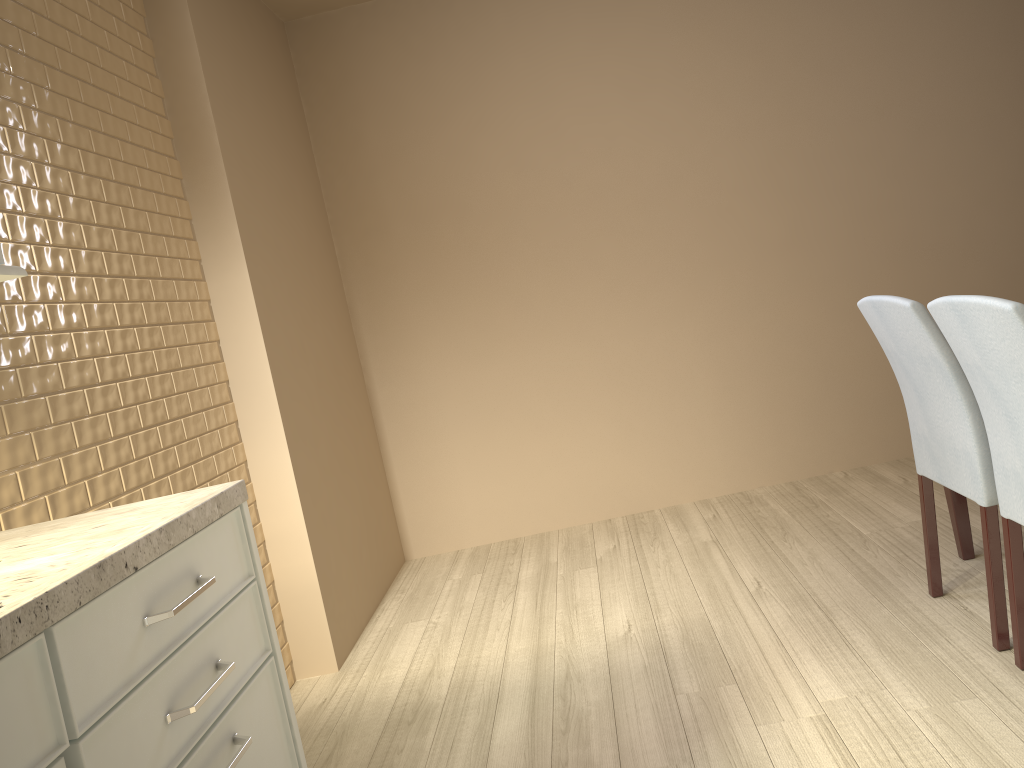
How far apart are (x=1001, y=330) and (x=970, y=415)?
0.4 meters

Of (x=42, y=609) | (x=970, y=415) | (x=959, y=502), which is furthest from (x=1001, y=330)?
(x=42, y=609)

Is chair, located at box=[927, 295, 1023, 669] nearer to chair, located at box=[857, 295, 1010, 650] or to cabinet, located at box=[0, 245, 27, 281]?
chair, located at box=[857, 295, 1010, 650]

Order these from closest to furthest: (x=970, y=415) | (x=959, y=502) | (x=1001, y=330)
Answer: (x=1001, y=330) → (x=970, y=415) → (x=959, y=502)

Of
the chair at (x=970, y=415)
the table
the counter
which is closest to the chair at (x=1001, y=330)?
the chair at (x=970, y=415)

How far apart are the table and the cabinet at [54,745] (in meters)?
1.98

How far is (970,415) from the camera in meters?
A: 2.0 m

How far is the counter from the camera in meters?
0.9

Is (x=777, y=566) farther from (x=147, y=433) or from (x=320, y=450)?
(x=147, y=433)

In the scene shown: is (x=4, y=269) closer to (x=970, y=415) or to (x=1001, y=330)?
(x=1001, y=330)
